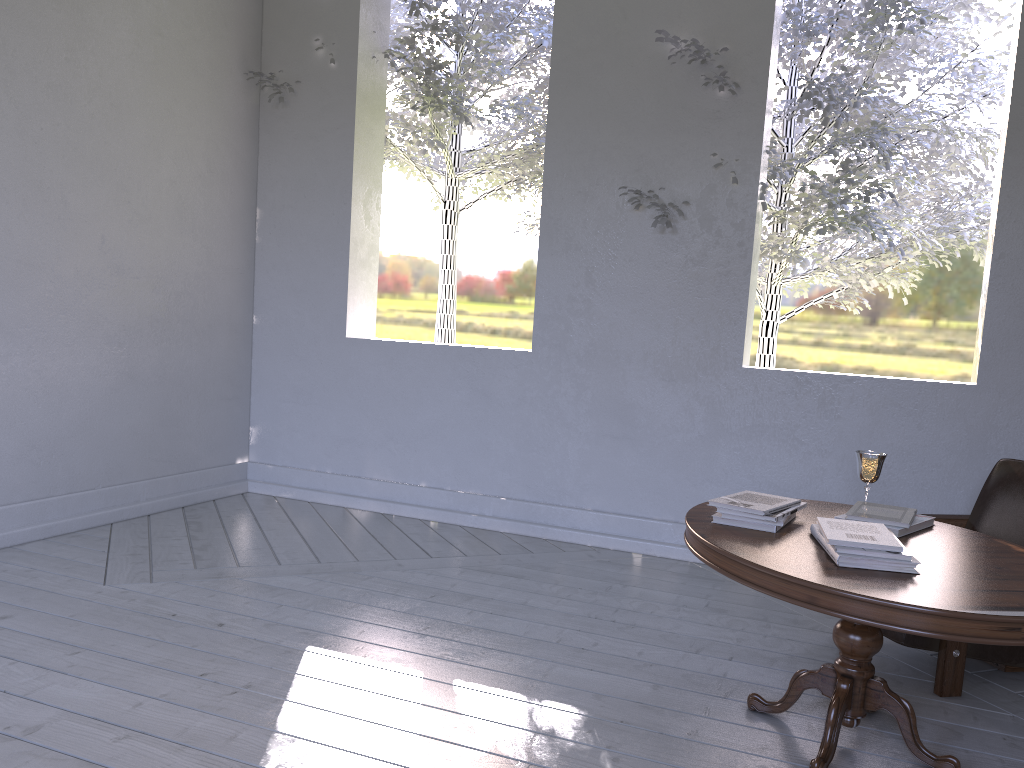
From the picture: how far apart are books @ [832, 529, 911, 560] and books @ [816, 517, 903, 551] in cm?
1

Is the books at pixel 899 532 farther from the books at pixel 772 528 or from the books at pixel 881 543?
the books at pixel 772 528

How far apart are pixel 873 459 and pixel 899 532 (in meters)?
0.29

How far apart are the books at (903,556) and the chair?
0.6m

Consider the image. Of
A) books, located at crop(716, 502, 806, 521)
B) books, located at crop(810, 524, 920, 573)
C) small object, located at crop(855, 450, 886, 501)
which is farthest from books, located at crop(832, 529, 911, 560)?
small object, located at crop(855, 450, 886, 501)

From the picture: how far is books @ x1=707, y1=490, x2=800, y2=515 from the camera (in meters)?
1.92

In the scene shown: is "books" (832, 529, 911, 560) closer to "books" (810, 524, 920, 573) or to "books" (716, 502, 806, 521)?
"books" (810, 524, 920, 573)

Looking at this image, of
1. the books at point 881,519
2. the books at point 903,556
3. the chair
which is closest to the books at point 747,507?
the books at point 881,519

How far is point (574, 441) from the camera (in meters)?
3.50

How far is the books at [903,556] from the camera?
1.62m
